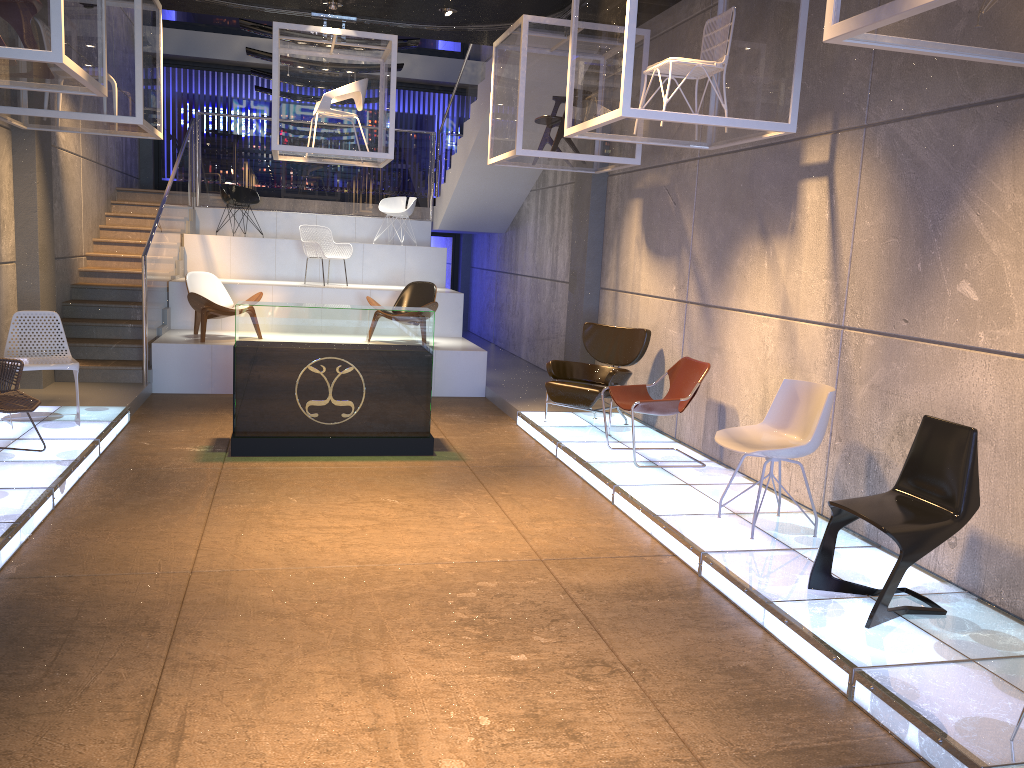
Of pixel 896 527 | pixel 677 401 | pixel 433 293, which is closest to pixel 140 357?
pixel 433 293

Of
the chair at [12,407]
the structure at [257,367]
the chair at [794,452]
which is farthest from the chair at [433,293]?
the chair at [794,452]

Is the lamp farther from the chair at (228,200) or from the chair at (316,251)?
the chair at (228,200)

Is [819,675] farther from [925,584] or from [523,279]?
[523,279]

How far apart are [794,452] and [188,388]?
6.91m

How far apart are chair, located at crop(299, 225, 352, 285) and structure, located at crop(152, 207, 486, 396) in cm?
40

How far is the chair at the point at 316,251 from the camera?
11.8 meters

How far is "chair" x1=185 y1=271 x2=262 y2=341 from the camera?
9.9m

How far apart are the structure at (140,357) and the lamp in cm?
201

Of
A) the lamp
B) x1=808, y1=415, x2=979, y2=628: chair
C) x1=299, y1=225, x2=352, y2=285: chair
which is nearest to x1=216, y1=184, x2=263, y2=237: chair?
x1=299, y1=225, x2=352, y2=285: chair
